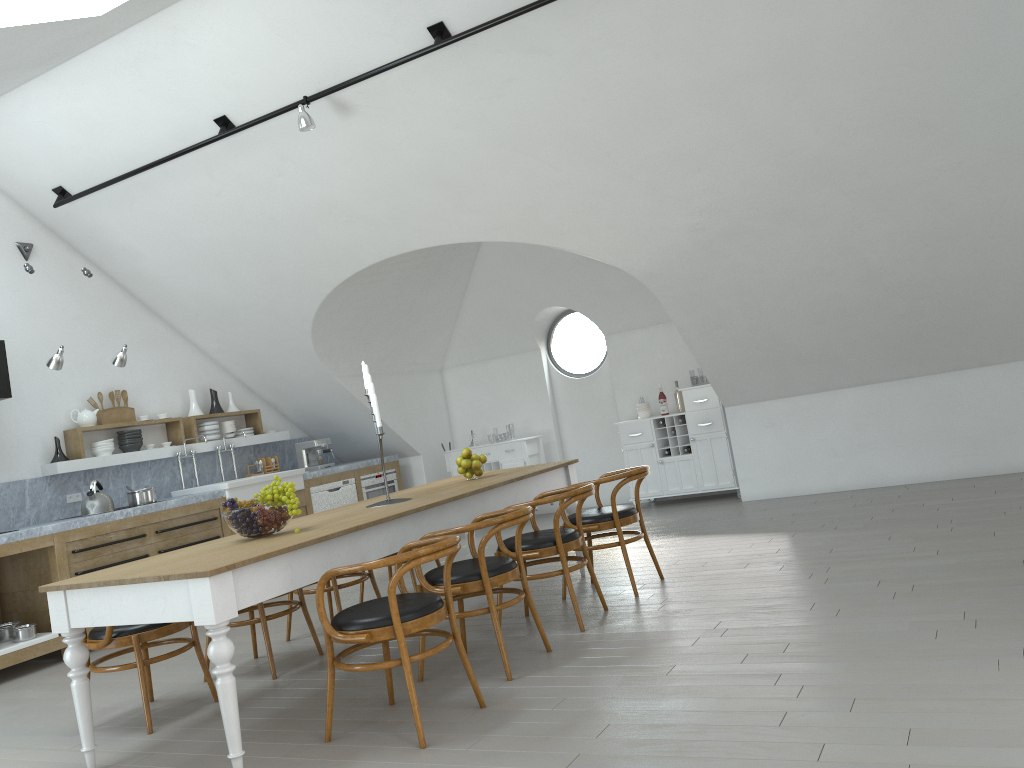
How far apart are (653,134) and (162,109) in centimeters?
352cm

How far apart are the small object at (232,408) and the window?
3.6 meters

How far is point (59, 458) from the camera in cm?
733

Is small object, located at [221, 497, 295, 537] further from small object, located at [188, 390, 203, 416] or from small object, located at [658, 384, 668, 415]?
small object, located at [658, 384, 668, 415]

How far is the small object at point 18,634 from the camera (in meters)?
6.08

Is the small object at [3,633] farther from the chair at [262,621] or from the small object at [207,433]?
the small object at [207,433]

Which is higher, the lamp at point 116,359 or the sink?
the lamp at point 116,359

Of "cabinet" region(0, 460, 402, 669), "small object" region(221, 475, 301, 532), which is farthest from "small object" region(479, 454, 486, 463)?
"cabinet" region(0, 460, 402, 669)

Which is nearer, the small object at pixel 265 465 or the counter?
the counter

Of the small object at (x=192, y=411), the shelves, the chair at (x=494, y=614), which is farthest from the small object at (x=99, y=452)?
the chair at (x=494, y=614)
